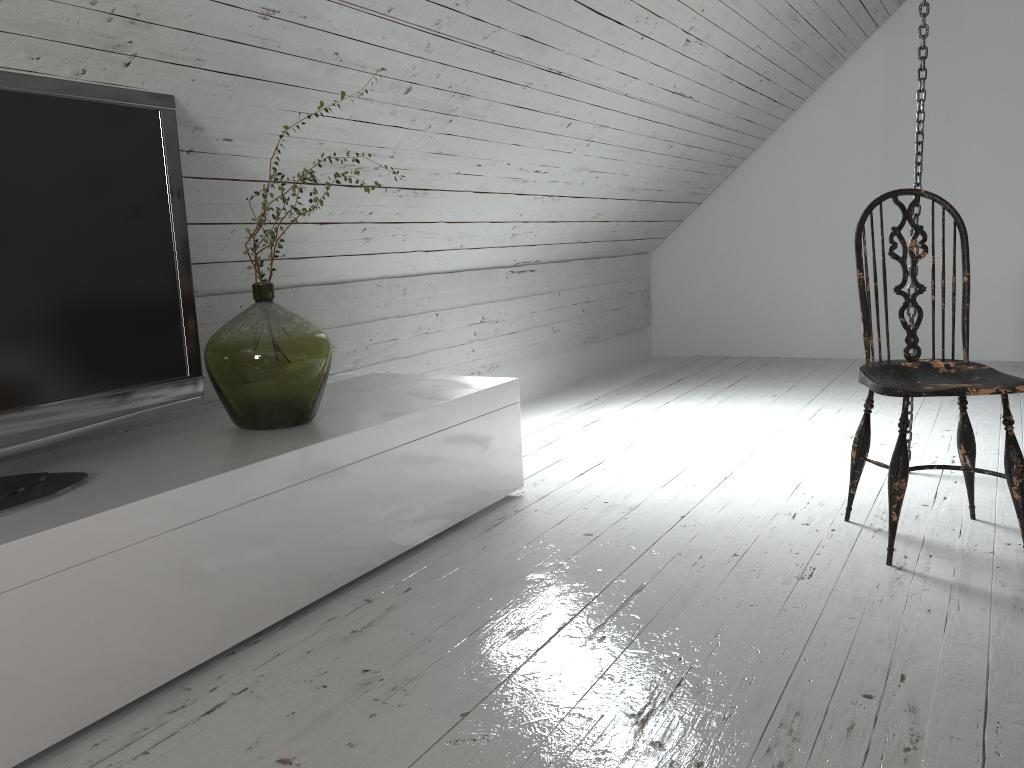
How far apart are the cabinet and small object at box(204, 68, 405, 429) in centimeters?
2cm

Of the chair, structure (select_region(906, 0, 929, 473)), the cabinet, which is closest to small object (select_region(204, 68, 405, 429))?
the cabinet

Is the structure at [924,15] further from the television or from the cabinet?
the television

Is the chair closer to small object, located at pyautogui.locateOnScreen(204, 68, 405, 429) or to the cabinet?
the cabinet

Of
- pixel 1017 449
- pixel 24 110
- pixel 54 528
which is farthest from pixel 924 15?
pixel 54 528

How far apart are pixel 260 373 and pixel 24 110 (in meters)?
0.74

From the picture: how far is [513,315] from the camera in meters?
4.5

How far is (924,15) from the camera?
2.74m

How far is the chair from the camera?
2.1m

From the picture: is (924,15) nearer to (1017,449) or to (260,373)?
(1017,449)
